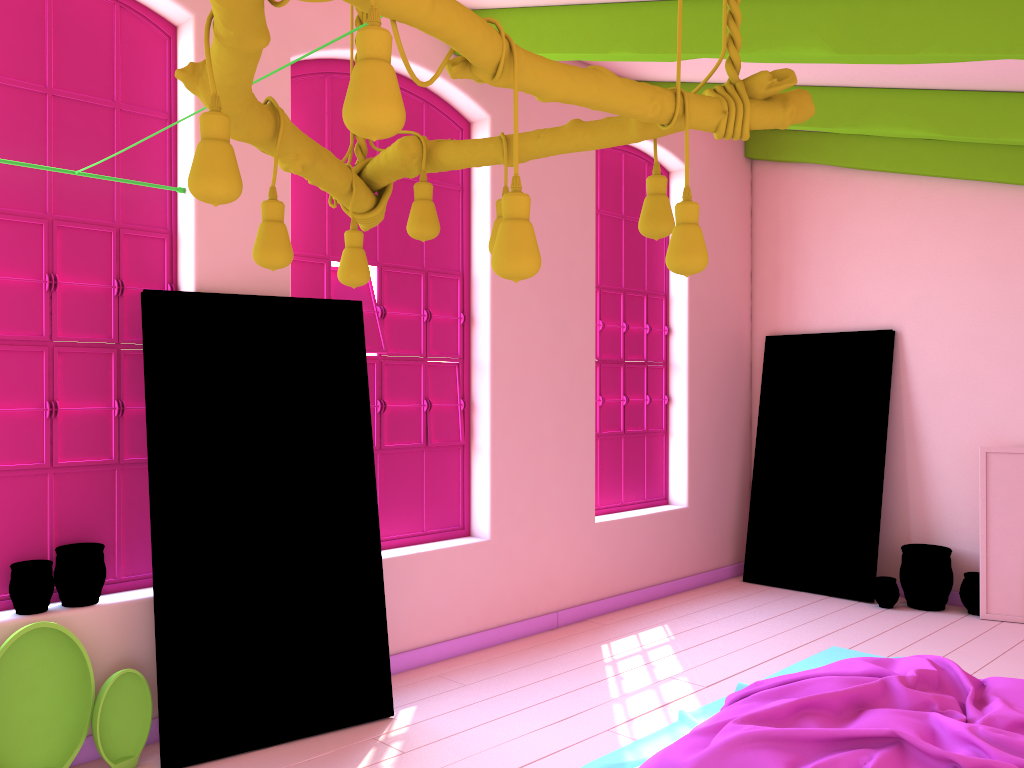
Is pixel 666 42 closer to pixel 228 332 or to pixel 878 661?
pixel 228 332

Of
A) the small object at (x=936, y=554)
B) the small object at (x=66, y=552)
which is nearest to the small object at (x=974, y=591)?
the small object at (x=936, y=554)

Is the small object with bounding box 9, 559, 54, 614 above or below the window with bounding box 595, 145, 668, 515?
below

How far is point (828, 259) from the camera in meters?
7.7 m

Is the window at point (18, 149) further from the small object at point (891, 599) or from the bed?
the small object at point (891, 599)

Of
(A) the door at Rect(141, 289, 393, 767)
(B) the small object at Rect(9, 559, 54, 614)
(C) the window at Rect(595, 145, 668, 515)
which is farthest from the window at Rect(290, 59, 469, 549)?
(B) the small object at Rect(9, 559, 54, 614)

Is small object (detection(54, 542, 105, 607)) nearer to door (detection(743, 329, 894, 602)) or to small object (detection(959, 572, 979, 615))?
door (detection(743, 329, 894, 602))

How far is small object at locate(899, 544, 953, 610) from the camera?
6.8 meters

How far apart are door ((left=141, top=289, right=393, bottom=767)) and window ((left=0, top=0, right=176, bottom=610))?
0.21m

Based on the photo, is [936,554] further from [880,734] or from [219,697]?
[219,697]
